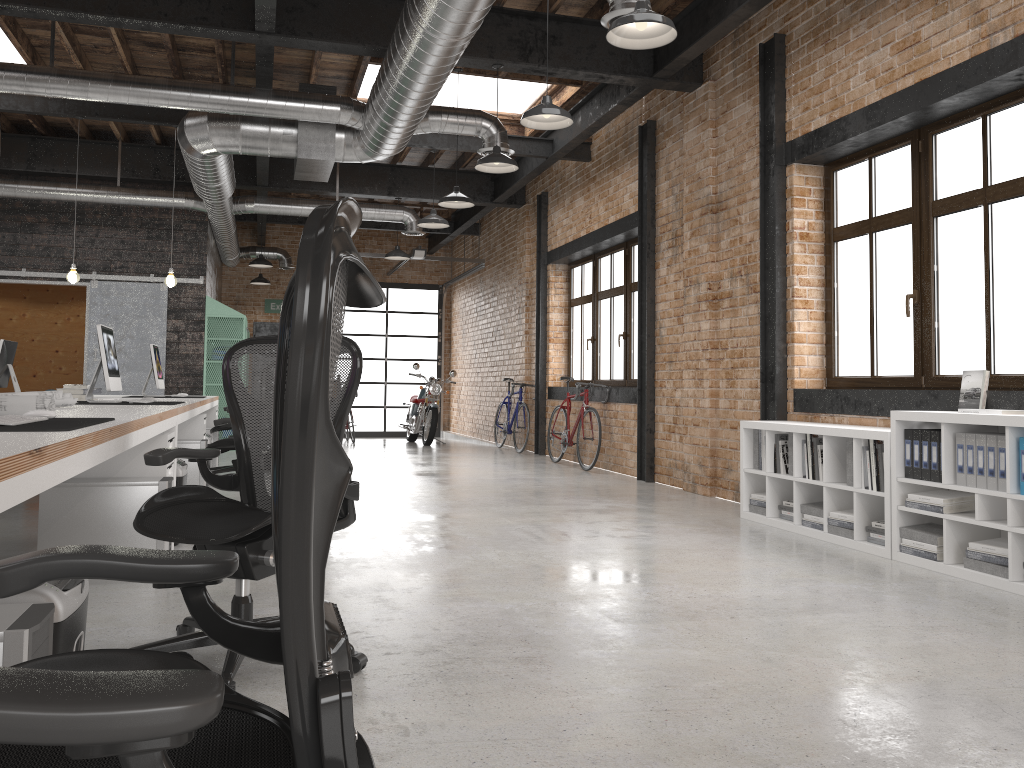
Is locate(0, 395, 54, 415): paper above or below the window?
below

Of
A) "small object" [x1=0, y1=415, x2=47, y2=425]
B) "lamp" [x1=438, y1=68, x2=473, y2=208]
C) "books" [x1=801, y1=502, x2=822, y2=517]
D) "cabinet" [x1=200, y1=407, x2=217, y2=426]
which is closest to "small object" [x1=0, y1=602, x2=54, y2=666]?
"small object" [x1=0, y1=415, x2=47, y2=425]

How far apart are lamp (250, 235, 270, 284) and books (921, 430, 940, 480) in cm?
1299

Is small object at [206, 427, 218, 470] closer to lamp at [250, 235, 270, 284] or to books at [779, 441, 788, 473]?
books at [779, 441, 788, 473]

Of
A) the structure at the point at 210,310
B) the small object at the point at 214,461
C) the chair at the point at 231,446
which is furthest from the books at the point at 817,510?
the structure at the point at 210,310

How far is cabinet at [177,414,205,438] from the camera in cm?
717

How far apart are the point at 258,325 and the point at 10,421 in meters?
14.8

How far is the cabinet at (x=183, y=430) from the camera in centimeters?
717cm

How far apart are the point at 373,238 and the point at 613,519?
12.53m

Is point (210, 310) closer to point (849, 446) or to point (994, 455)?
point (849, 446)
